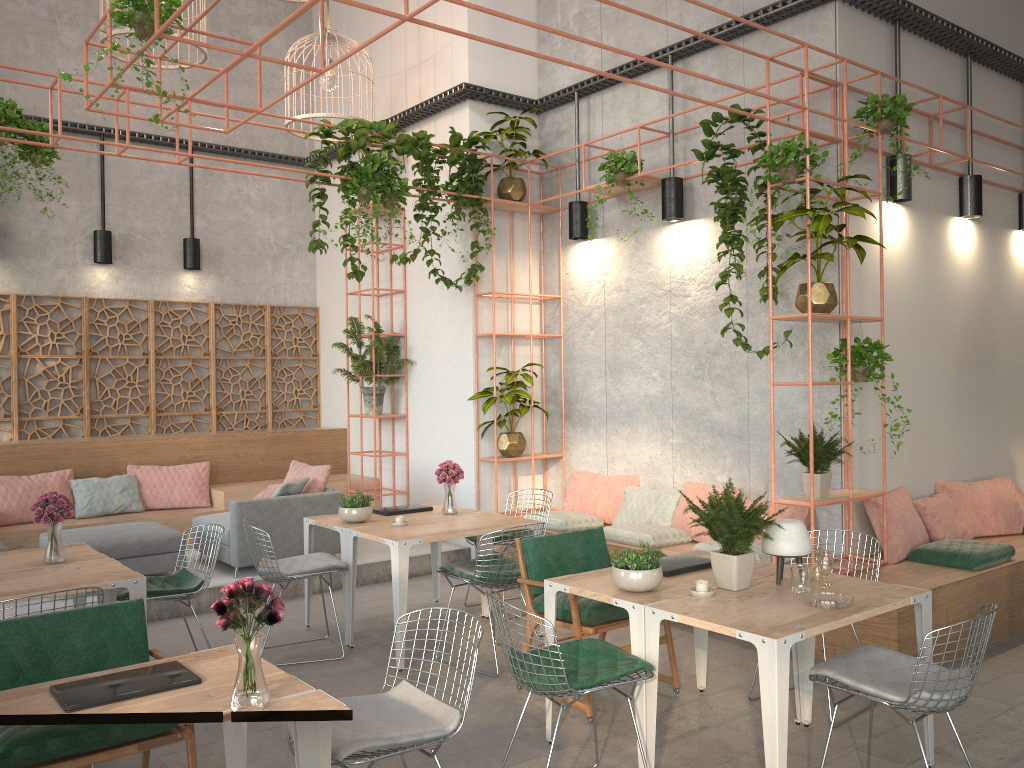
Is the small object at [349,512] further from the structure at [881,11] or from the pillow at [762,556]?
the structure at [881,11]

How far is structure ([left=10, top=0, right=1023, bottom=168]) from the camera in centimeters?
687cm

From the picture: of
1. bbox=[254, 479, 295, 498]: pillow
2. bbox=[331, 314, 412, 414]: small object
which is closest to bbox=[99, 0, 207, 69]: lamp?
bbox=[331, 314, 412, 414]: small object

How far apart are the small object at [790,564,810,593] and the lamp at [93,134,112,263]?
8.4m

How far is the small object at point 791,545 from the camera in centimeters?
425cm

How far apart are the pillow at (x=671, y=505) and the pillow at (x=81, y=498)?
4.8m

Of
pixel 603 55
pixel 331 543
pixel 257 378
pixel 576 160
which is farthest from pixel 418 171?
pixel 257 378

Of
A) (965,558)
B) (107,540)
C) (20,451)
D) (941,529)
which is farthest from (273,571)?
(941,529)

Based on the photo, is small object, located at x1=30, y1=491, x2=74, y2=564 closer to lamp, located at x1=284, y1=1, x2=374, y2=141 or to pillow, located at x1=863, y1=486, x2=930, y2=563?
lamp, located at x1=284, y1=1, x2=374, y2=141

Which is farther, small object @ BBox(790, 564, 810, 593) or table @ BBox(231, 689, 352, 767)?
small object @ BBox(790, 564, 810, 593)
